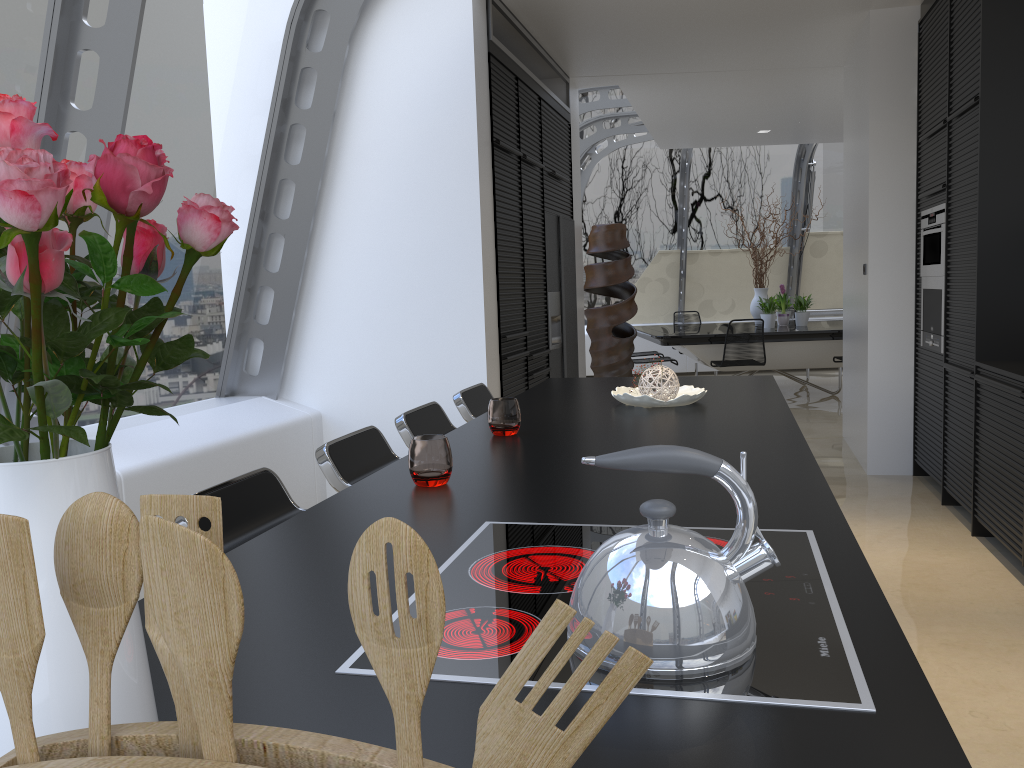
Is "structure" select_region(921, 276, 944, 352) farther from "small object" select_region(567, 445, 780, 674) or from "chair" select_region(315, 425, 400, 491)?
"small object" select_region(567, 445, 780, 674)

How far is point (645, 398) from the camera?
3.0m

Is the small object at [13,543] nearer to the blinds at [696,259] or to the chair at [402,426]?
the chair at [402,426]

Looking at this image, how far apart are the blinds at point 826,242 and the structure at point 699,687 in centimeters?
1164cm

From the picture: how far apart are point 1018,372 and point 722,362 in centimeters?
505cm

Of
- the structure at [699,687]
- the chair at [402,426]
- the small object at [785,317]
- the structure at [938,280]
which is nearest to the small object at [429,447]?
the structure at [699,687]

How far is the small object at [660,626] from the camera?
0.9m

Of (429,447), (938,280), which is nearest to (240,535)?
(429,447)

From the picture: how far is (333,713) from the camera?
0.9m

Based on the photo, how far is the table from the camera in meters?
9.0
